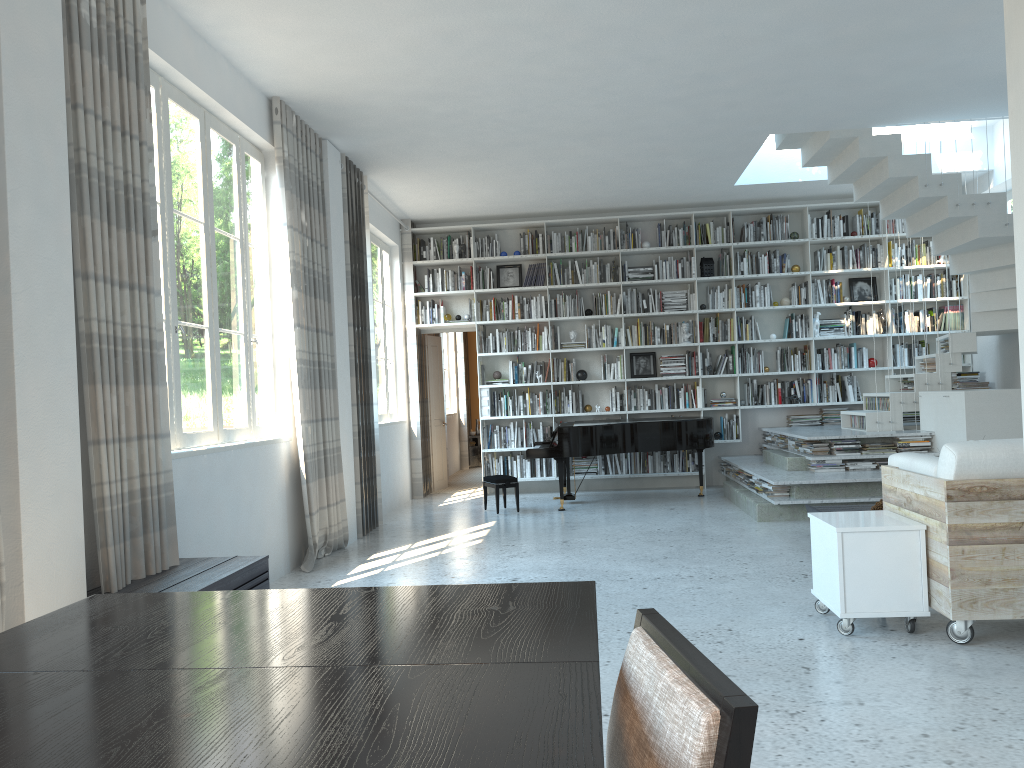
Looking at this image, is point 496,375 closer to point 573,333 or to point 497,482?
point 573,333

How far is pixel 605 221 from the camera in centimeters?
1024cm

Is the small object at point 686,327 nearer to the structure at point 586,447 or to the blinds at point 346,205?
the structure at point 586,447

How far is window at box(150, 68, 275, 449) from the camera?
4.7 meters

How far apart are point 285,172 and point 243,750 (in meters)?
5.58

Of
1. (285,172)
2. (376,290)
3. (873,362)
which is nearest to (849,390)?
(873,362)

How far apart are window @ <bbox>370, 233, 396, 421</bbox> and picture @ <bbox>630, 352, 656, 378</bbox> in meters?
2.8 m

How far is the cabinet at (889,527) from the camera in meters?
3.8

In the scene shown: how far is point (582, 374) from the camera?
10.2m

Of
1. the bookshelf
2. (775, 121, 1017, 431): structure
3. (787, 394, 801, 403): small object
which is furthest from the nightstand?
(775, 121, 1017, 431): structure
